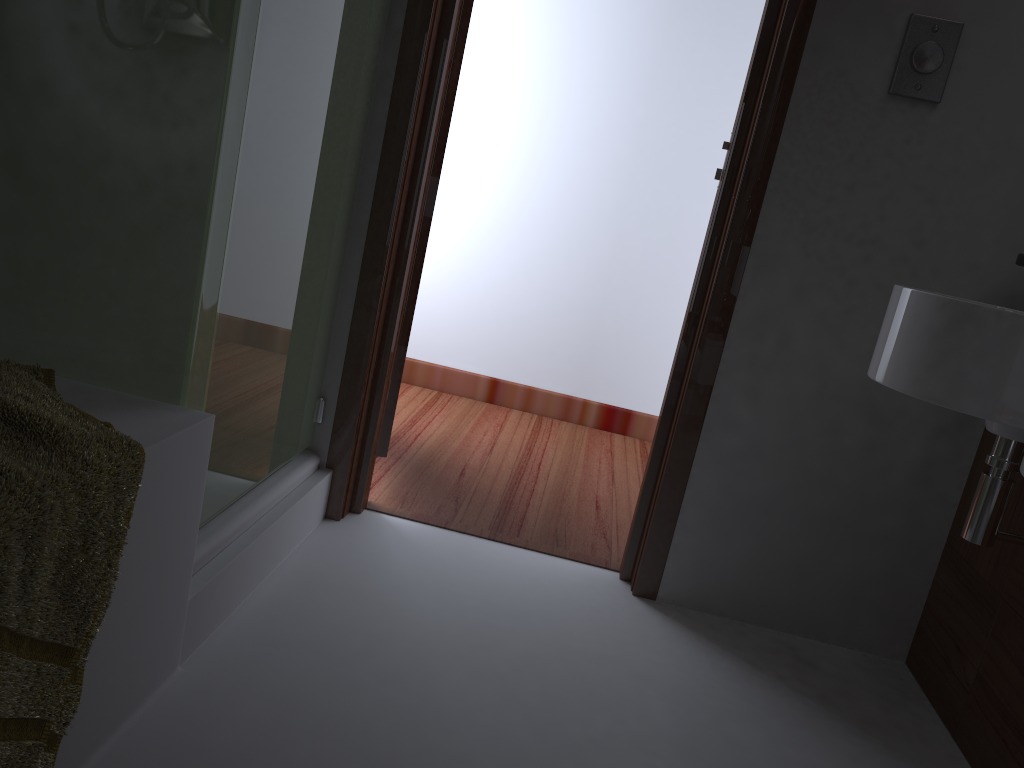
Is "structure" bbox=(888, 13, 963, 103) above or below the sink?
above

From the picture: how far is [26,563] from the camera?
0.91m

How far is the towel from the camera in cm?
91

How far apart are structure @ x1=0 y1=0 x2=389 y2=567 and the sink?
A: 1.09m

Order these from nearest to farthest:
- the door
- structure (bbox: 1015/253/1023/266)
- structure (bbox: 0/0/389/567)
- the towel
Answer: the towel < structure (bbox: 0/0/389/567) < structure (bbox: 1015/253/1023/266) < the door

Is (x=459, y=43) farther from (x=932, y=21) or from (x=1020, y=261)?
(x=1020, y=261)

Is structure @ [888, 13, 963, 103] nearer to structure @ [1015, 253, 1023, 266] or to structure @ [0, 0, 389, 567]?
structure @ [1015, 253, 1023, 266]

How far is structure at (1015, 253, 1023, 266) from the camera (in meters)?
1.77

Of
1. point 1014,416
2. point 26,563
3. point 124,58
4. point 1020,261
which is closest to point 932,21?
point 1020,261

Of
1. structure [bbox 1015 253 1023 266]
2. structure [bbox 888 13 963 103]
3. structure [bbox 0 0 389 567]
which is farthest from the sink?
structure [bbox 0 0 389 567]
